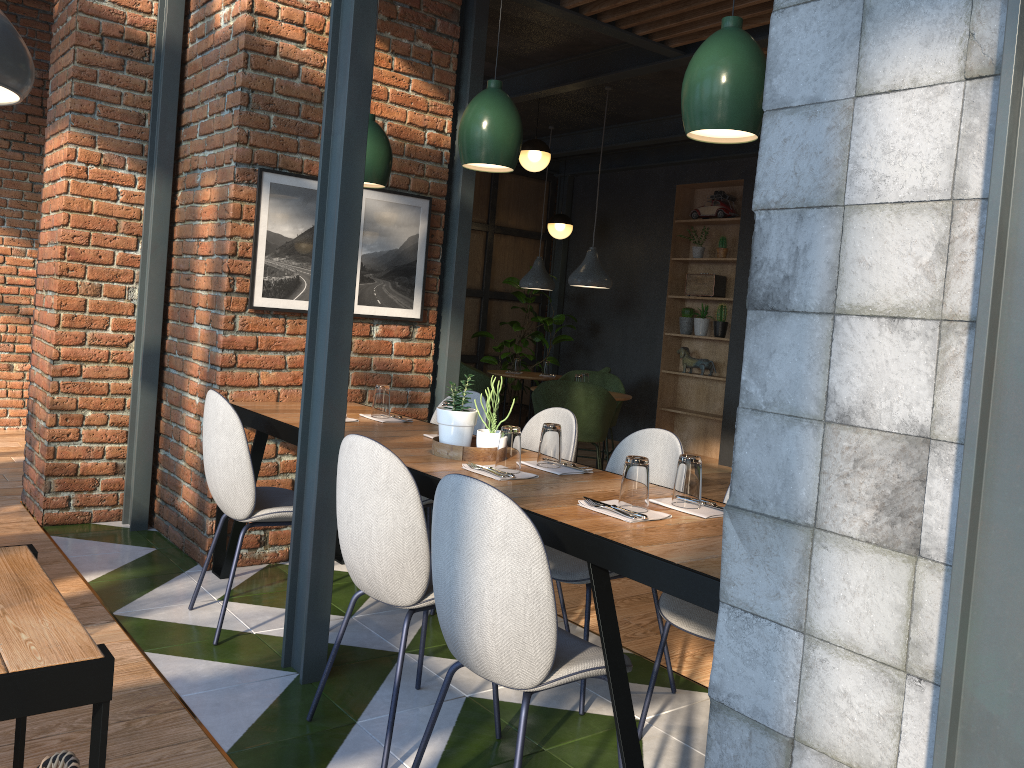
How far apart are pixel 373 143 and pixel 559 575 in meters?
1.9

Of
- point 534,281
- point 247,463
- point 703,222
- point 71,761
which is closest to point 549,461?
point 247,463

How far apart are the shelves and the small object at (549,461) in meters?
5.9

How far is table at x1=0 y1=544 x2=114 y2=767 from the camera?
1.2m

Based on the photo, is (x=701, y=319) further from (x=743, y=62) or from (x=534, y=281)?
(x=743, y=62)

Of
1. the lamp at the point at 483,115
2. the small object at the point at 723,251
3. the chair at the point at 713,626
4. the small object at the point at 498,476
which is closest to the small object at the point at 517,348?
the small object at the point at 723,251

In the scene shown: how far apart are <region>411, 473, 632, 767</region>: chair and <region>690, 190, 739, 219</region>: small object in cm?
679

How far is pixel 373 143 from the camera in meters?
3.6

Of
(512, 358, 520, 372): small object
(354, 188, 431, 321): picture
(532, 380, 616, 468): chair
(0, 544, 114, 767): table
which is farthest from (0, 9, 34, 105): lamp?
(512, 358, 520, 372): small object

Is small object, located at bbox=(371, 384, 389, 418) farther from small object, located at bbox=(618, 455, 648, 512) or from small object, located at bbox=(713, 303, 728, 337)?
small object, located at bbox=(713, 303, 728, 337)
